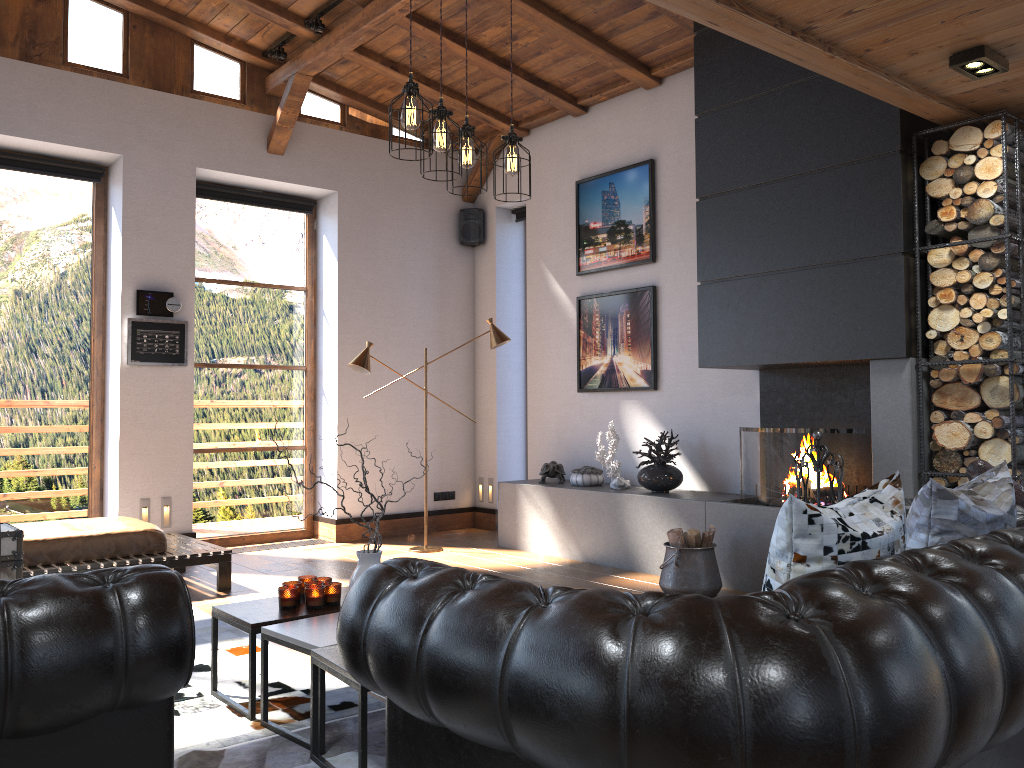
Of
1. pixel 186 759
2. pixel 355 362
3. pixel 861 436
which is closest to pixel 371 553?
pixel 186 759

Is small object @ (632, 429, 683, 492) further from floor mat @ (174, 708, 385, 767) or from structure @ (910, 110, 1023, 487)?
floor mat @ (174, 708, 385, 767)

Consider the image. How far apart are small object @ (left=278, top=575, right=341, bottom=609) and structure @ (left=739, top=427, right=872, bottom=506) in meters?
2.9 m

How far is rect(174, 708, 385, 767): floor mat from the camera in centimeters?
286cm

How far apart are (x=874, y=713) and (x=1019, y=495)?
2.62m

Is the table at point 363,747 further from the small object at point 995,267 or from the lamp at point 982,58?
the lamp at point 982,58

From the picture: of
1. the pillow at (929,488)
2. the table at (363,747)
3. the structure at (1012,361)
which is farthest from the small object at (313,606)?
the structure at (1012,361)

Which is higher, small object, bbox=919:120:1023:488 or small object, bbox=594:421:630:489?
small object, bbox=919:120:1023:488

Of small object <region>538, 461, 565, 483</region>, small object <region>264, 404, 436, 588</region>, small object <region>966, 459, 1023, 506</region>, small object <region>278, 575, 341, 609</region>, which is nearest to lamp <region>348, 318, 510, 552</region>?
small object <region>538, 461, 565, 483</region>

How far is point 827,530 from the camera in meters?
2.1 m
